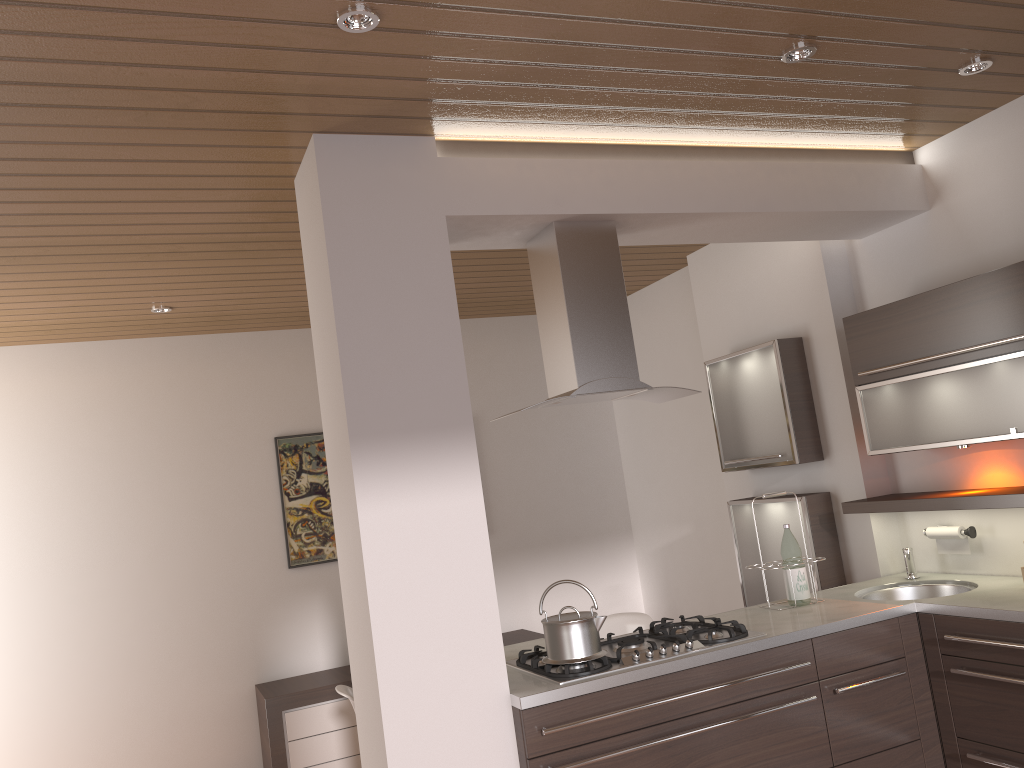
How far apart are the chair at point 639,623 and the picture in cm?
190

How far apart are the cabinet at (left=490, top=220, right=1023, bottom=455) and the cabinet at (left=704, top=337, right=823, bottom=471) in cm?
46

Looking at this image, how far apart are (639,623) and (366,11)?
3.1m

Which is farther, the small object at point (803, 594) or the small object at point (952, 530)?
the small object at point (952, 530)

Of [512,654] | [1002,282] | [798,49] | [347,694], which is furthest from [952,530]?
[347,694]

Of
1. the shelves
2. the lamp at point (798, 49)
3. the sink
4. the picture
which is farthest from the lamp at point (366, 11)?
the picture

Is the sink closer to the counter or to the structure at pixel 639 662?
the counter

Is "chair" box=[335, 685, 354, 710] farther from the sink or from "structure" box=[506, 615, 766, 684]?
the sink

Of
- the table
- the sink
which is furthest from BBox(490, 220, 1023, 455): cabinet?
the table

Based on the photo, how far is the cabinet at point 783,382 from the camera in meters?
4.2 m
